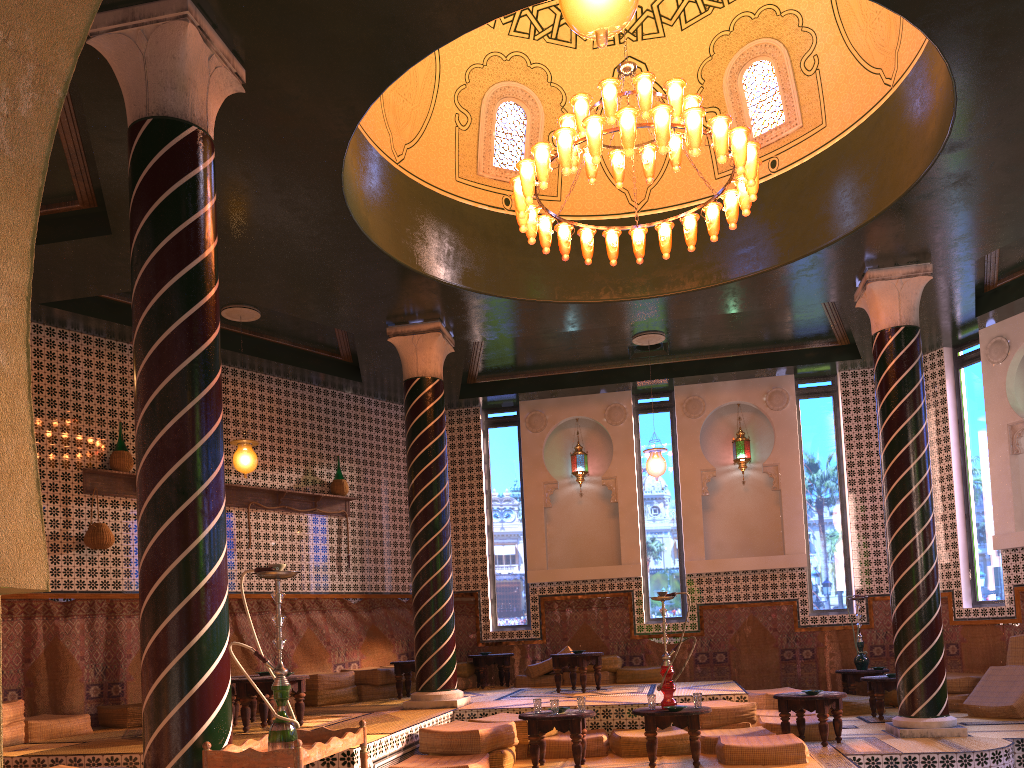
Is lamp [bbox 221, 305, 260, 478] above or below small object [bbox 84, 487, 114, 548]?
above

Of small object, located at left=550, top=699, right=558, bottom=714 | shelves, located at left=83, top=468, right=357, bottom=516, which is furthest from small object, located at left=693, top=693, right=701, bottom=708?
shelves, located at left=83, top=468, right=357, bottom=516

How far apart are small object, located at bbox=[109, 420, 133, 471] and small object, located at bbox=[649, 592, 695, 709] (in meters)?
7.41

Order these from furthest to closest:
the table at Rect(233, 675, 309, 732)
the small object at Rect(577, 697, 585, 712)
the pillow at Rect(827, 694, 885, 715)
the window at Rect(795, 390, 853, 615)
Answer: the window at Rect(795, 390, 853, 615), the pillow at Rect(827, 694, 885, 715), the table at Rect(233, 675, 309, 732), the small object at Rect(577, 697, 585, 712)

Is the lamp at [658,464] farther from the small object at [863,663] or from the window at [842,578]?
the small object at [863,663]

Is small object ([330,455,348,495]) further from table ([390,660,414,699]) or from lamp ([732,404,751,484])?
lamp ([732,404,751,484])

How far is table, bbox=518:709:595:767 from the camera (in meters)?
8.50

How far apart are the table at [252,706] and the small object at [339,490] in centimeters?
461cm

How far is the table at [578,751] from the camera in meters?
8.5 m

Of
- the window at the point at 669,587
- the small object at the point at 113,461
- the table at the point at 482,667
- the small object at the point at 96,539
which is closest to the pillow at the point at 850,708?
the window at the point at 669,587
